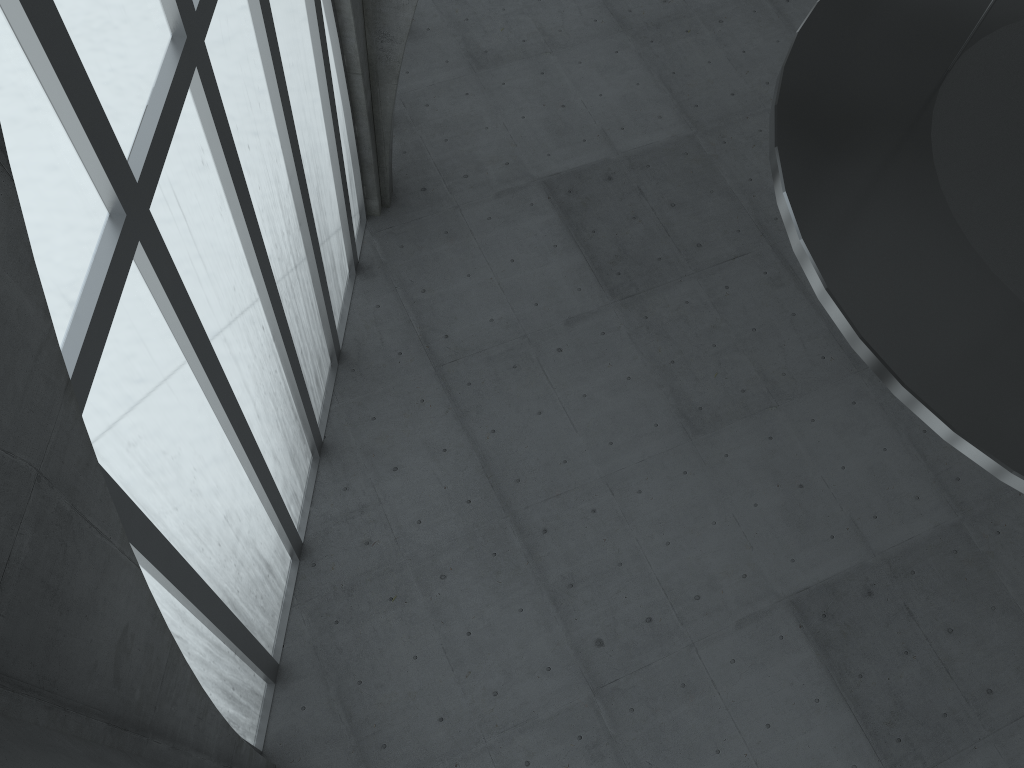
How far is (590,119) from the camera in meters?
32.3 m

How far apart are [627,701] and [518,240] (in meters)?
14.89
